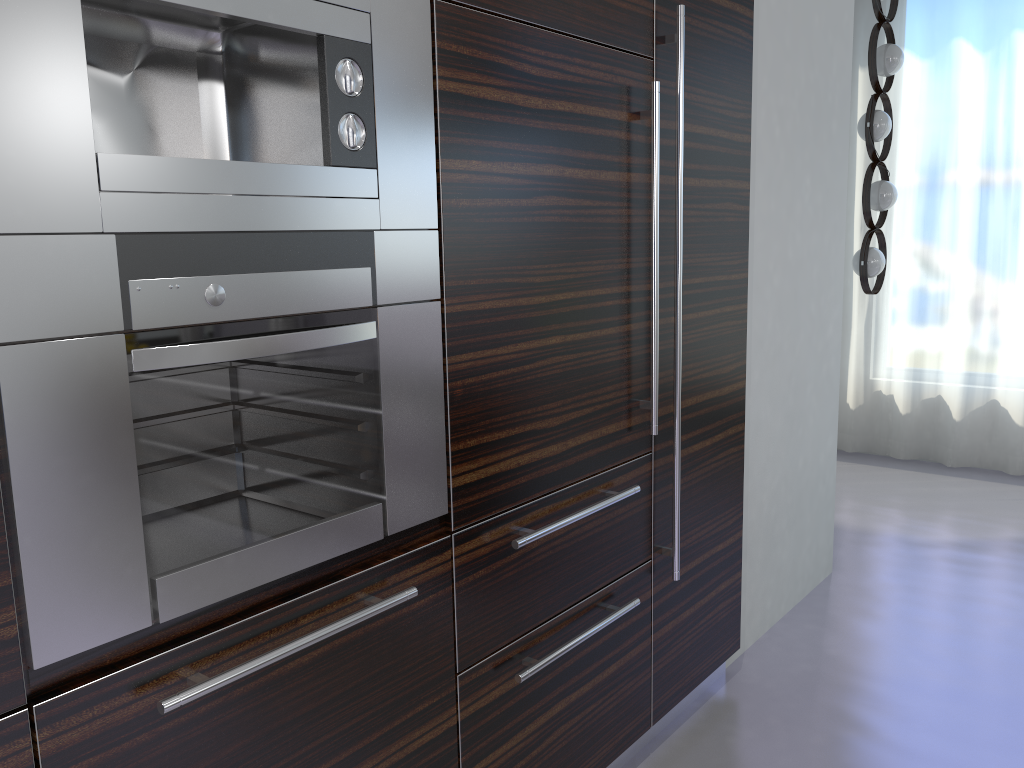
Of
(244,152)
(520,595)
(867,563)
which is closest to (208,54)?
(244,152)

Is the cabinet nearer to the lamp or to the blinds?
the lamp

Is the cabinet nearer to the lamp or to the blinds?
the lamp

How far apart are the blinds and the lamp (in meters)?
0.81

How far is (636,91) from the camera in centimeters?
215cm

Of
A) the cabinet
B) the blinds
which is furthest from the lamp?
the cabinet

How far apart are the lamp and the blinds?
0.8m

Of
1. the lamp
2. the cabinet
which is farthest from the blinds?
the cabinet

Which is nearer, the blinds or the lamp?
the lamp

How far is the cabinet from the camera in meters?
1.1
